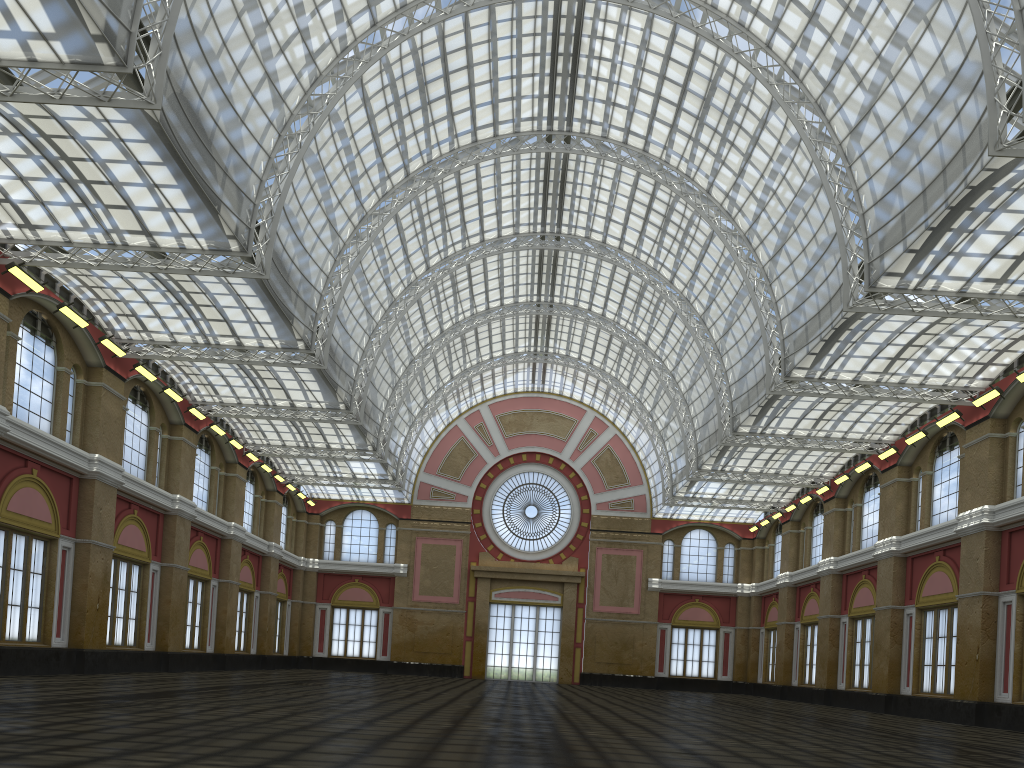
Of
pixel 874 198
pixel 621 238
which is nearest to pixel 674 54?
pixel 621 238

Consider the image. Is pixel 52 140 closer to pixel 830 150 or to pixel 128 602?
pixel 128 602
